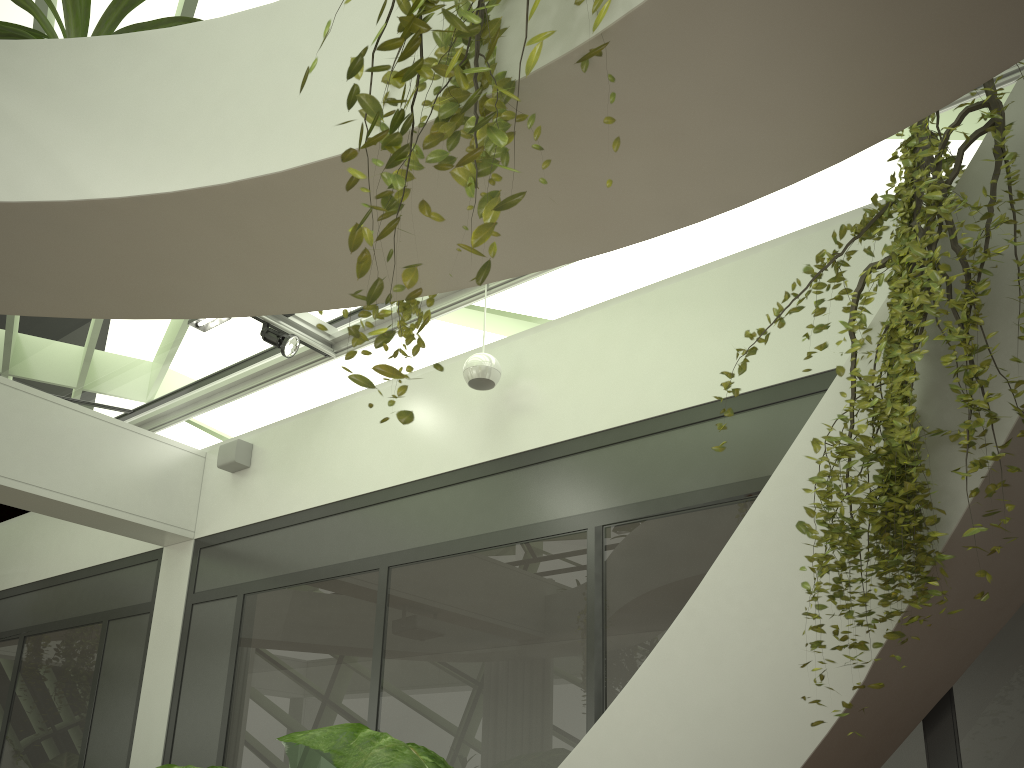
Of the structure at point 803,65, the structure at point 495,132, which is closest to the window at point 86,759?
the structure at point 803,65

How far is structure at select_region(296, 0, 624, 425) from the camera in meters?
1.6 m

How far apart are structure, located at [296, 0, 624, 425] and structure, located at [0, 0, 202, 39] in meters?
1.2

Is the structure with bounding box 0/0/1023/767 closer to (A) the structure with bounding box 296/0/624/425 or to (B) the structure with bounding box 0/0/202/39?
(A) the structure with bounding box 296/0/624/425

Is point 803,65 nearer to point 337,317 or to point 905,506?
point 905,506

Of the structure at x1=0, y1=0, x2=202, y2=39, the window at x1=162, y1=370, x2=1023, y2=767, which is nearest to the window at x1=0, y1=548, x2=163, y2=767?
the window at x1=162, y1=370, x2=1023, y2=767

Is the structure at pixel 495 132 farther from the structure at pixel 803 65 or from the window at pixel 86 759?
the window at pixel 86 759

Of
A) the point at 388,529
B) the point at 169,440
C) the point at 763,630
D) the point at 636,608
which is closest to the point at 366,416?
the point at 388,529

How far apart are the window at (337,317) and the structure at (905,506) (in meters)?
2.65

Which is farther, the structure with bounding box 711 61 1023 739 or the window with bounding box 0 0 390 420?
the window with bounding box 0 0 390 420
